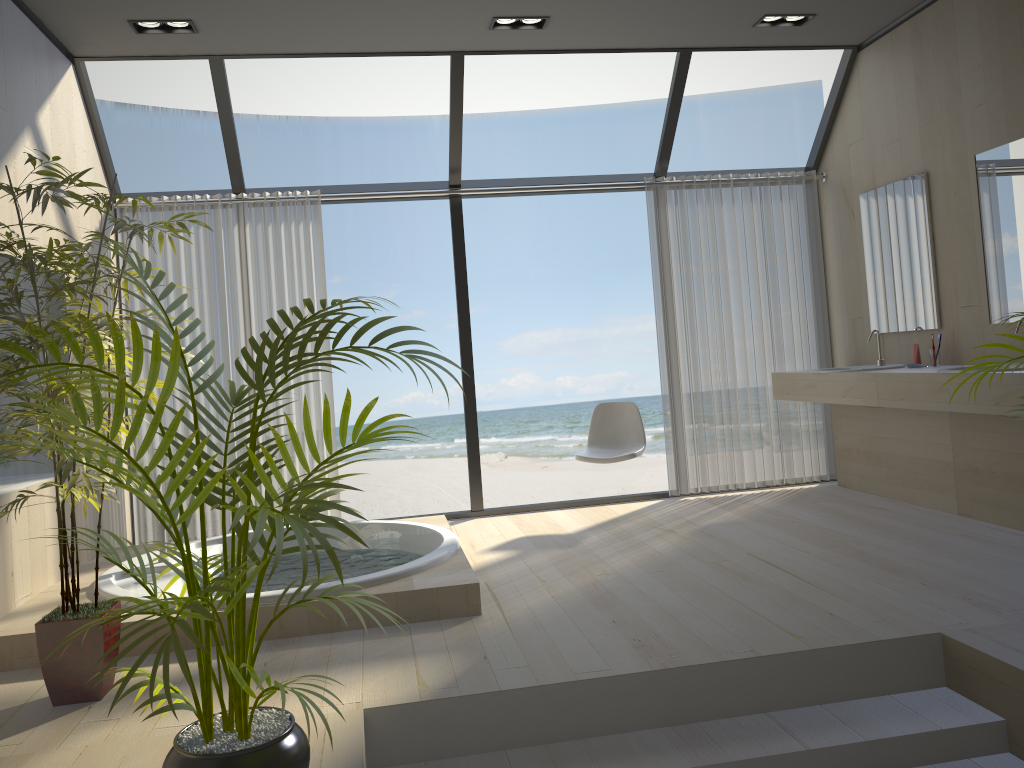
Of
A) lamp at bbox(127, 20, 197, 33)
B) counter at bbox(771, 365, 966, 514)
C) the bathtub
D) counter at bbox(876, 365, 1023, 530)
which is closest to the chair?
the bathtub

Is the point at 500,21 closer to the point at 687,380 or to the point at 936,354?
the point at 687,380

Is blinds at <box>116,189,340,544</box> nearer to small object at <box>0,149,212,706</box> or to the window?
the window

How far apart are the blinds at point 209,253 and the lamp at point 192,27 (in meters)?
1.08

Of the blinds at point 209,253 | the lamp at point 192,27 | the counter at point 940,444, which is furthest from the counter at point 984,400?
the lamp at point 192,27

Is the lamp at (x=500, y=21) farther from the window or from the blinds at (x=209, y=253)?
the blinds at (x=209, y=253)

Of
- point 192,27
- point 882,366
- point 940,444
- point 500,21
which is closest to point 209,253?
point 192,27

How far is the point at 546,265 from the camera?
15.99m

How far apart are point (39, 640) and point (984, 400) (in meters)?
3.72

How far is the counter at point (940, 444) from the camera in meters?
4.7 m
